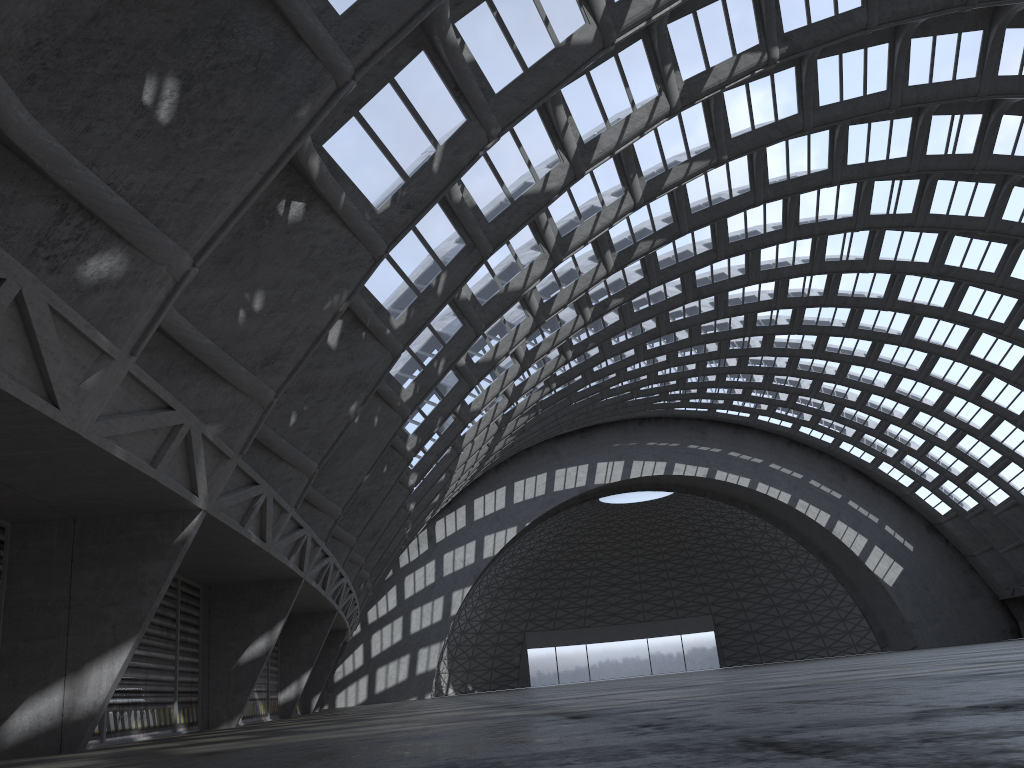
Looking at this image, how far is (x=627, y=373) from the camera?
47.93m

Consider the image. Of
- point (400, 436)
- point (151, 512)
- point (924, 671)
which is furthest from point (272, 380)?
point (400, 436)
